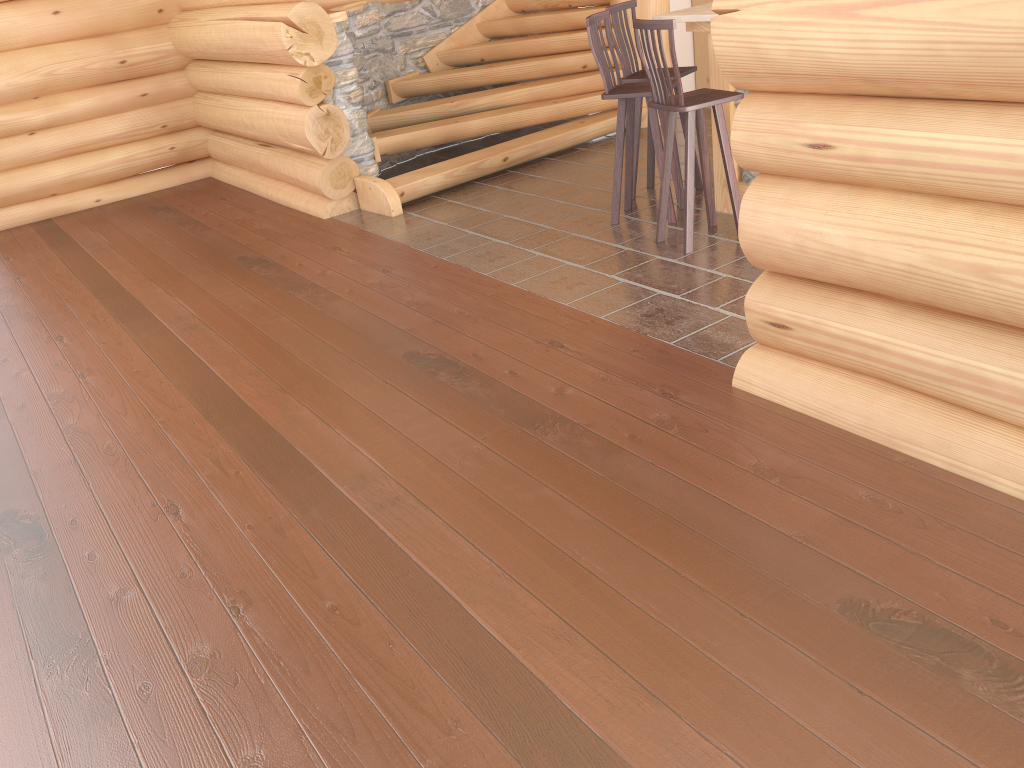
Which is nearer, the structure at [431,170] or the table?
the table

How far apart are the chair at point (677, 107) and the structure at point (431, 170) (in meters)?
2.39

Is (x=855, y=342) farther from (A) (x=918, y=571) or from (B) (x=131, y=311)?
(B) (x=131, y=311)

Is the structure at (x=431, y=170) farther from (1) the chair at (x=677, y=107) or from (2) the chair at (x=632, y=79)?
(1) the chair at (x=677, y=107)

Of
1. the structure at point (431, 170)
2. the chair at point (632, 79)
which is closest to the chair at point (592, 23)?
the chair at point (632, 79)

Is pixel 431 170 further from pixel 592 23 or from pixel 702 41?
pixel 702 41

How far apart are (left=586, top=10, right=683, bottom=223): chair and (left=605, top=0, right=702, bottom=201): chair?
0.21m

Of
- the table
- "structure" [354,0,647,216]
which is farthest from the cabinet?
the table

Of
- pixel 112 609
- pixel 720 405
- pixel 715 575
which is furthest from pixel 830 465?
pixel 112 609

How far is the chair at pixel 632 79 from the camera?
6.0m
